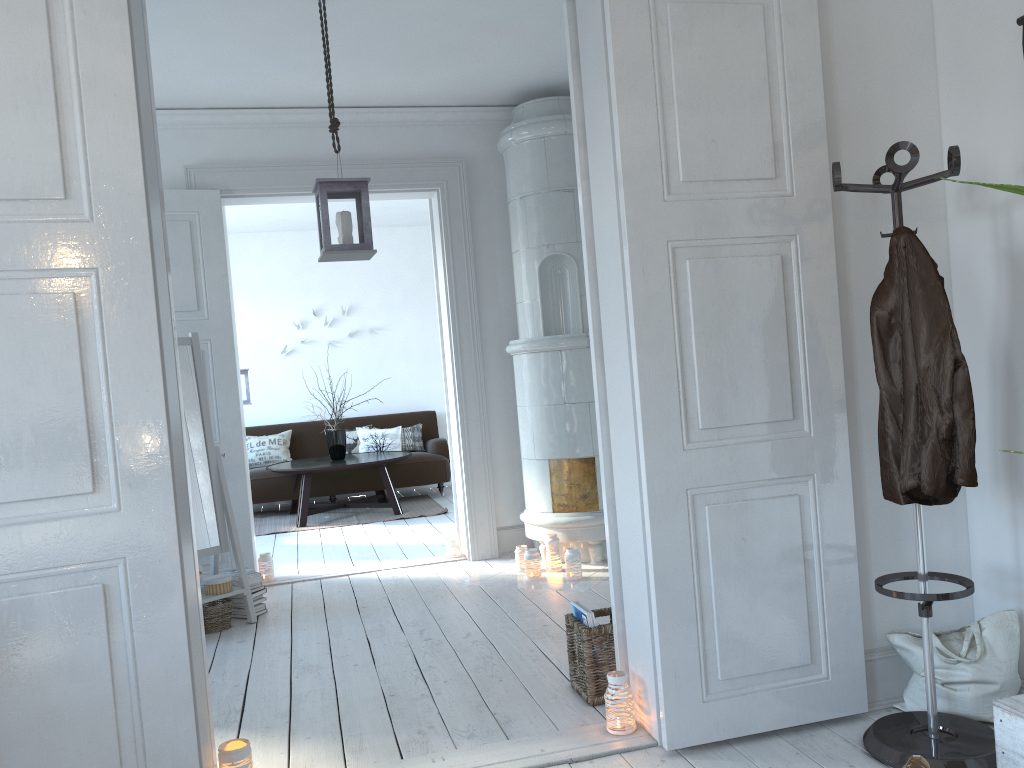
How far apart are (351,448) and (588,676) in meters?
6.1 m

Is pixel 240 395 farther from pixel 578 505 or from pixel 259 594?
pixel 578 505

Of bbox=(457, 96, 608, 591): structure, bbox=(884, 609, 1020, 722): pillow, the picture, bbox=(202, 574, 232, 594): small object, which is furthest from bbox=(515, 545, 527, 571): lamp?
the picture

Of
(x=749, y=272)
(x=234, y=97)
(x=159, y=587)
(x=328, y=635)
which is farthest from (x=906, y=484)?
(x=234, y=97)

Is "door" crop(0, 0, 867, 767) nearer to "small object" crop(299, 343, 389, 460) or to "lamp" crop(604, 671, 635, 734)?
"lamp" crop(604, 671, 635, 734)

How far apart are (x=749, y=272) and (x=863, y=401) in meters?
0.6

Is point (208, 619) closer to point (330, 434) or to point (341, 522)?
point (341, 522)

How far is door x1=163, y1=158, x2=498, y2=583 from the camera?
5.1m

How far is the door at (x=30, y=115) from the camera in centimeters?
213cm

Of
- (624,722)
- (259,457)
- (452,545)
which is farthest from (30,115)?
(259,457)
